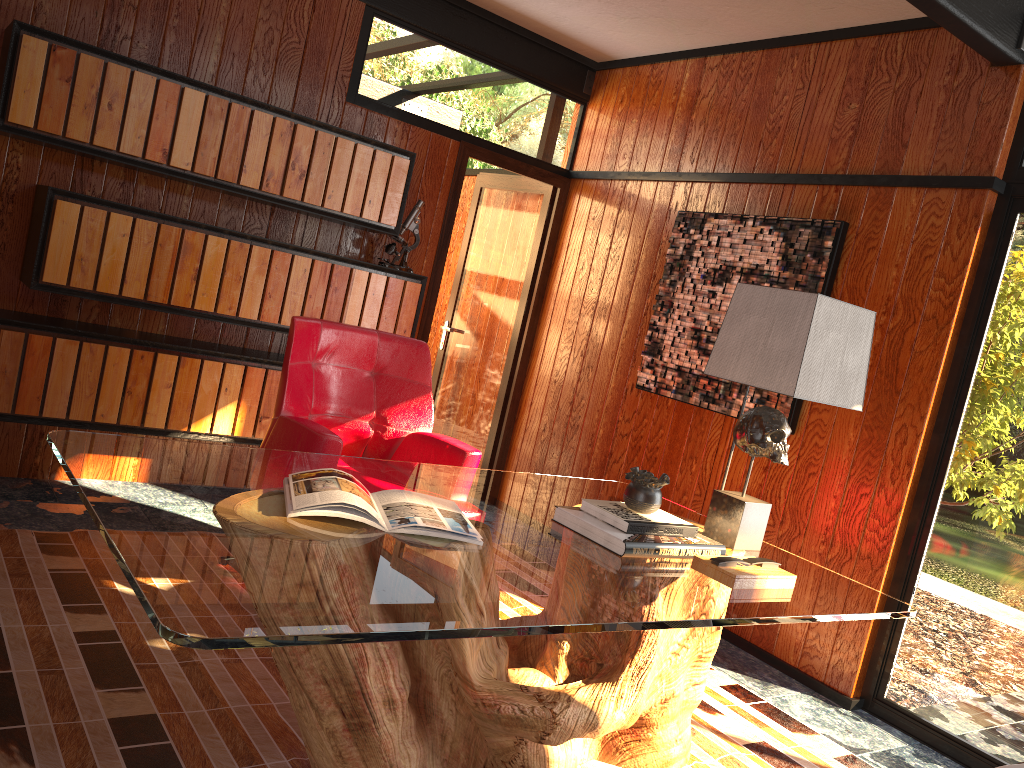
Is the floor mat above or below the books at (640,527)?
below

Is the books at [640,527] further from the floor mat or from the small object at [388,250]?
the small object at [388,250]

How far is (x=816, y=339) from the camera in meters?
2.3

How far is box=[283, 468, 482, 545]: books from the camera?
1.9m

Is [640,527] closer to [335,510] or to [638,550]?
[638,550]

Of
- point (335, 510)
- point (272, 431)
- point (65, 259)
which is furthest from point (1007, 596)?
point (65, 259)

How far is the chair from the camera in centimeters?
294cm

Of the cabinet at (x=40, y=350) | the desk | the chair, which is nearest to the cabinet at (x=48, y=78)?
the cabinet at (x=40, y=350)

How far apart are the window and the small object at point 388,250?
2.4 meters

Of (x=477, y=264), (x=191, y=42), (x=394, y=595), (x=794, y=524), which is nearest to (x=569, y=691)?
(x=394, y=595)
